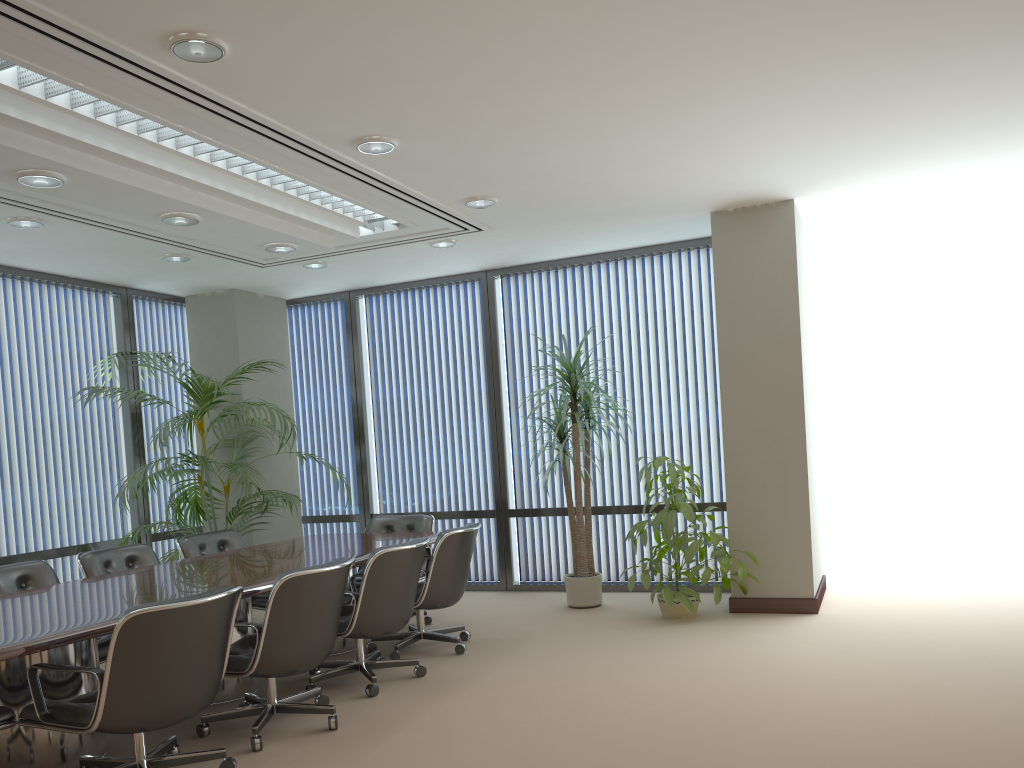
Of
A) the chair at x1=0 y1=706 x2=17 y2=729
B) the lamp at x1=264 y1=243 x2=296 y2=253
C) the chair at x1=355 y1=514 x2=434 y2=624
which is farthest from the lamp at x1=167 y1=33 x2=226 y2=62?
the chair at x1=355 y1=514 x2=434 y2=624

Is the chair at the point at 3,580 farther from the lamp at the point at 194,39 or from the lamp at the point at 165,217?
the lamp at the point at 194,39

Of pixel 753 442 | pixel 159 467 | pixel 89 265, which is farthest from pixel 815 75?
pixel 159 467

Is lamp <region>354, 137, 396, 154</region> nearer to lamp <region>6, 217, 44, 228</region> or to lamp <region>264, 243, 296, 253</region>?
lamp <region>264, 243, 296, 253</region>

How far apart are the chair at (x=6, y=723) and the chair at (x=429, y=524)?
3.55m

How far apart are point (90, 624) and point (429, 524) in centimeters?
369cm

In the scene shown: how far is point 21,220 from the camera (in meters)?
5.75

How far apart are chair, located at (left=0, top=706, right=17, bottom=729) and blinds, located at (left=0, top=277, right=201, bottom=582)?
3.7 meters

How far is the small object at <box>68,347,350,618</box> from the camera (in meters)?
7.14

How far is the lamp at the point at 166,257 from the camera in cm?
700
